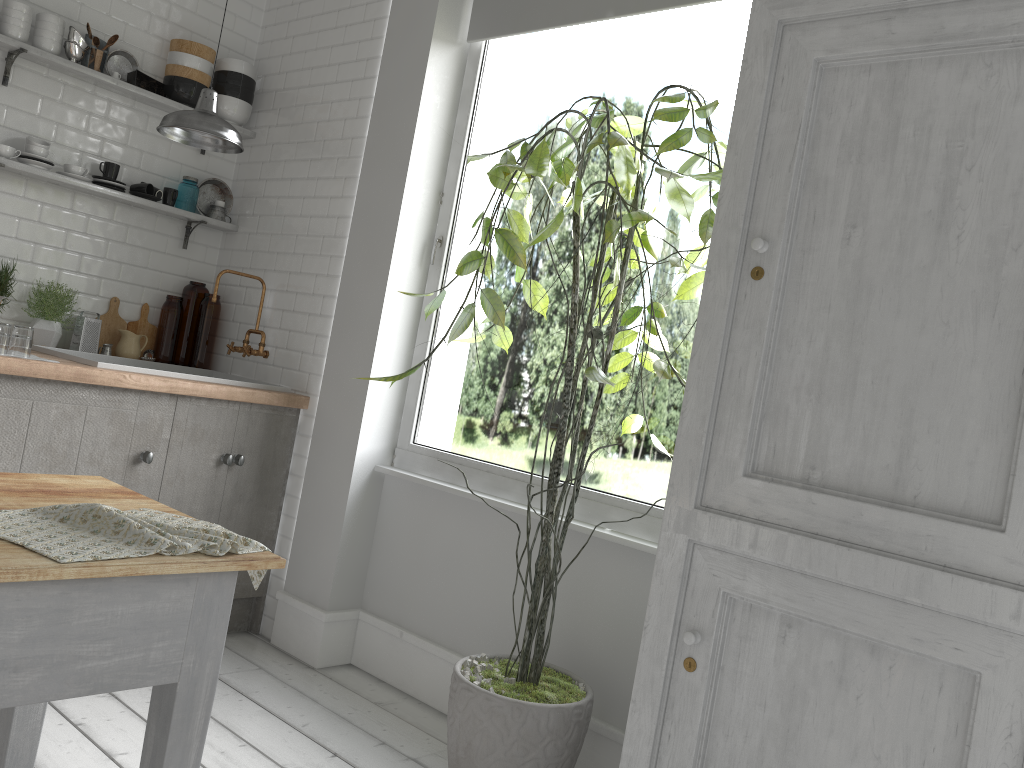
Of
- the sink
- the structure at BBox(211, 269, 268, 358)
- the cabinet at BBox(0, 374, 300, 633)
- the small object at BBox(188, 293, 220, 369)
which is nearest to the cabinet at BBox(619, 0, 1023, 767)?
the cabinet at BBox(0, 374, 300, 633)

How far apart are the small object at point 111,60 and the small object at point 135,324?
1.3m

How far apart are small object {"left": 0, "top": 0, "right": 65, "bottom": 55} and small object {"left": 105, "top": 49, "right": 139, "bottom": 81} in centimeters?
32cm

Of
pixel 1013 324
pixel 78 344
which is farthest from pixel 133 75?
pixel 1013 324

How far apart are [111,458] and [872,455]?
3.3m

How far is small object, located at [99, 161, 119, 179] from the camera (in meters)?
4.94

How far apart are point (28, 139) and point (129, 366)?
1.43m

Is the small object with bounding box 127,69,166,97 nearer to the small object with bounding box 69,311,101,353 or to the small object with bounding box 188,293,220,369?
the small object with bounding box 188,293,220,369

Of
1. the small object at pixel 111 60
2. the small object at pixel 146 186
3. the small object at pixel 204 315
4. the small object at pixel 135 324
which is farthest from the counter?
the small object at pixel 111 60

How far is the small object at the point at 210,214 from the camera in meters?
5.4
